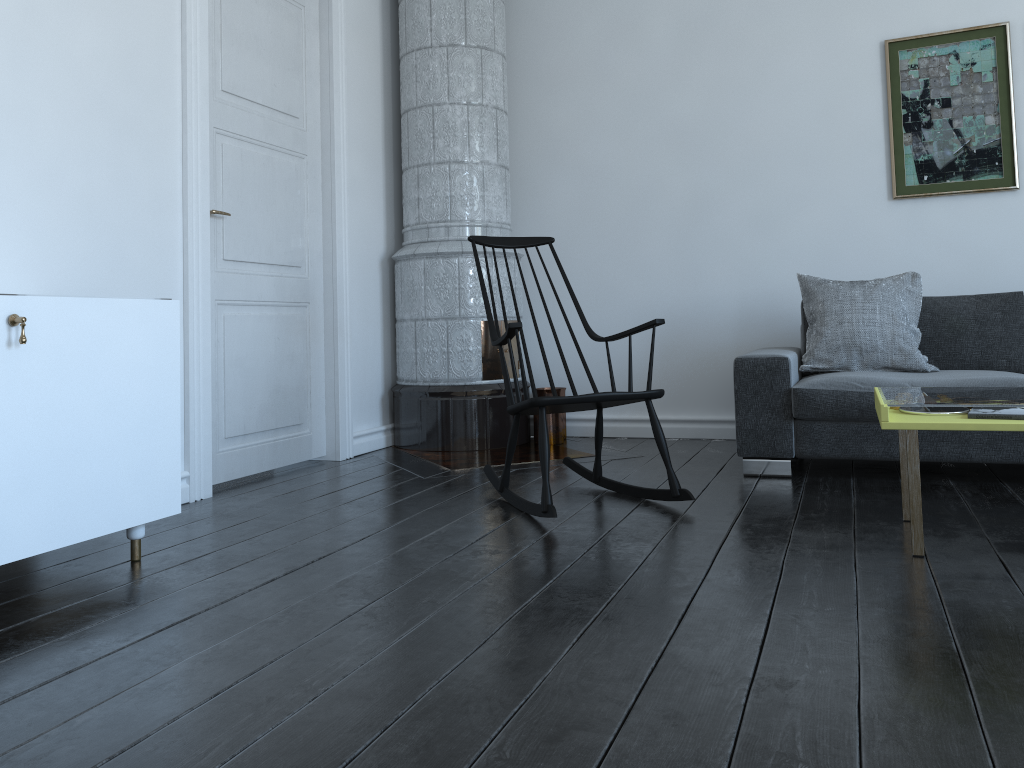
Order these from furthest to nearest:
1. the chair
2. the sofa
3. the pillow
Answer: the pillow < the sofa < the chair

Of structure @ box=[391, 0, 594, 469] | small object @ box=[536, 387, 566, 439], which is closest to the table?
structure @ box=[391, 0, 594, 469]

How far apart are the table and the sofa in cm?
25

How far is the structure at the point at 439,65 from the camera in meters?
4.5 m

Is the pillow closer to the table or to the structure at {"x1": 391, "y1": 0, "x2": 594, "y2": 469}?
the table

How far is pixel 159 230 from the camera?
3.23m

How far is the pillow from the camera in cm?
376

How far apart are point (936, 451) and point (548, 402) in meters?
1.6 m

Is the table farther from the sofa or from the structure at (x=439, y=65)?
the structure at (x=439, y=65)

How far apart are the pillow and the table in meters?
0.5 m
